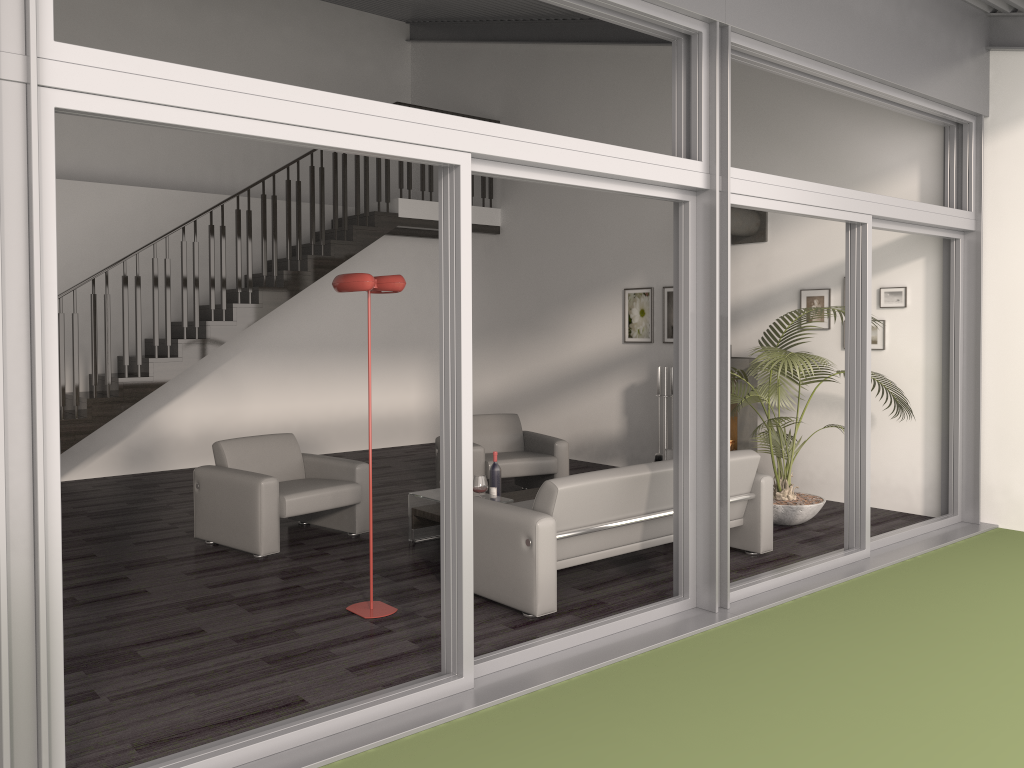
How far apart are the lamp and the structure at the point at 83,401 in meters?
4.5

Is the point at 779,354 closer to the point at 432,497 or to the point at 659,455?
the point at 432,497

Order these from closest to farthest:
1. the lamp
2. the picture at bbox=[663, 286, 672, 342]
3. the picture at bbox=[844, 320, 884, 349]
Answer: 1. the lamp
2. the picture at bbox=[844, 320, 884, 349]
3. the picture at bbox=[663, 286, 672, 342]

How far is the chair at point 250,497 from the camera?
5.8m

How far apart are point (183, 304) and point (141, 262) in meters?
1.1 m

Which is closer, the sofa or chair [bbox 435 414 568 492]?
the sofa

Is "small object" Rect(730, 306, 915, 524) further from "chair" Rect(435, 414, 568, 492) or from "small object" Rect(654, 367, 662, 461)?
"chair" Rect(435, 414, 568, 492)

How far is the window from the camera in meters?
2.6

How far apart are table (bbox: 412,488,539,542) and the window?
1.85m

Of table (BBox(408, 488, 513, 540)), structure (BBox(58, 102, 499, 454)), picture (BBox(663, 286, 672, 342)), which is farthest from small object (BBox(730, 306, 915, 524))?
structure (BBox(58, 102, 499, 454))
